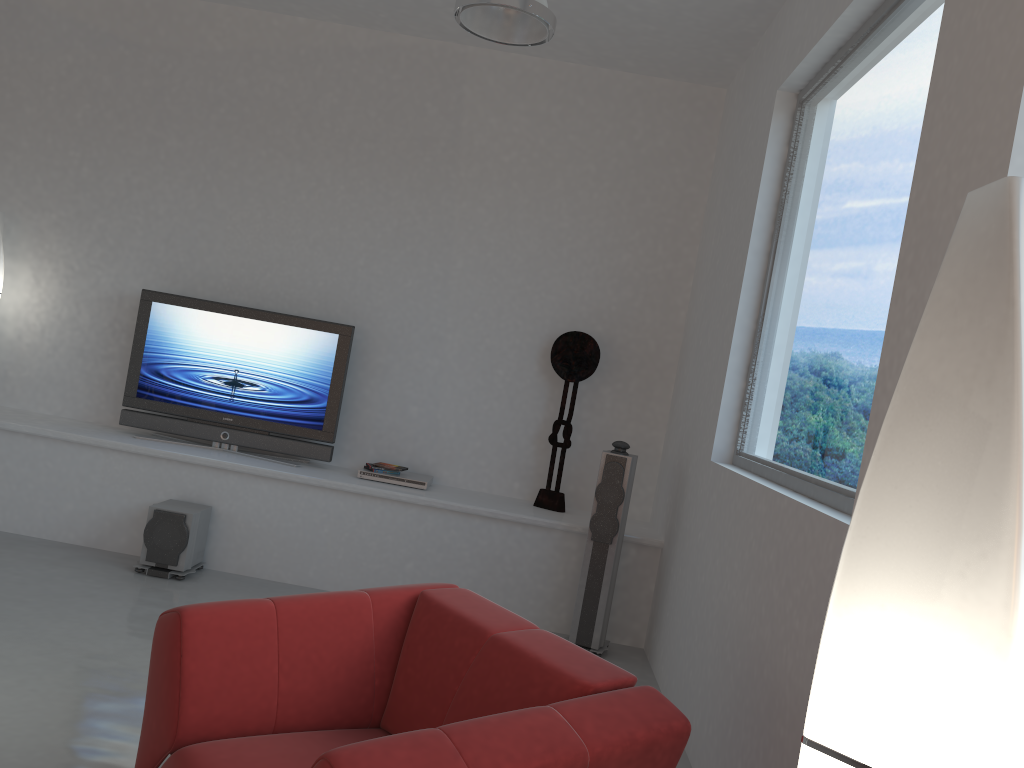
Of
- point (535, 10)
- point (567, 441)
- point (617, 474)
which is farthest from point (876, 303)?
point (567, 441)

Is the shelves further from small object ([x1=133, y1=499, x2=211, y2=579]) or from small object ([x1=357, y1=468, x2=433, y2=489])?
small object ([x1=133, y1=499, x2=211, y2=579])

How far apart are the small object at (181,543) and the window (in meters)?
2.94

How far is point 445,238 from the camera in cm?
579

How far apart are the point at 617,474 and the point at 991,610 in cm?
384

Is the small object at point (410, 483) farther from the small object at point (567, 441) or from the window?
the window

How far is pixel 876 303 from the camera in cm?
283

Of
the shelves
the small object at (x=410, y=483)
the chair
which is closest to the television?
the shelves

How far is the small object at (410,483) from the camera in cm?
542

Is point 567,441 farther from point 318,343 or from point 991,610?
point 991,610
